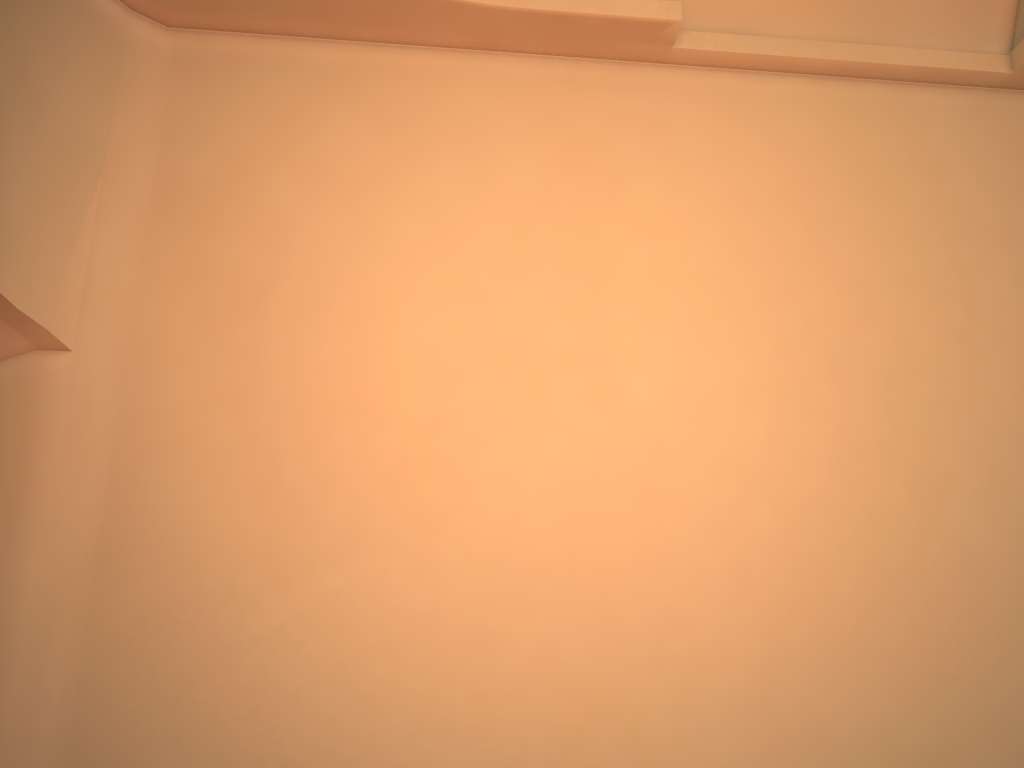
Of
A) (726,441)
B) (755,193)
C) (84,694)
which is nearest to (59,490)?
(84,694)

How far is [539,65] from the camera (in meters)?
5.94
